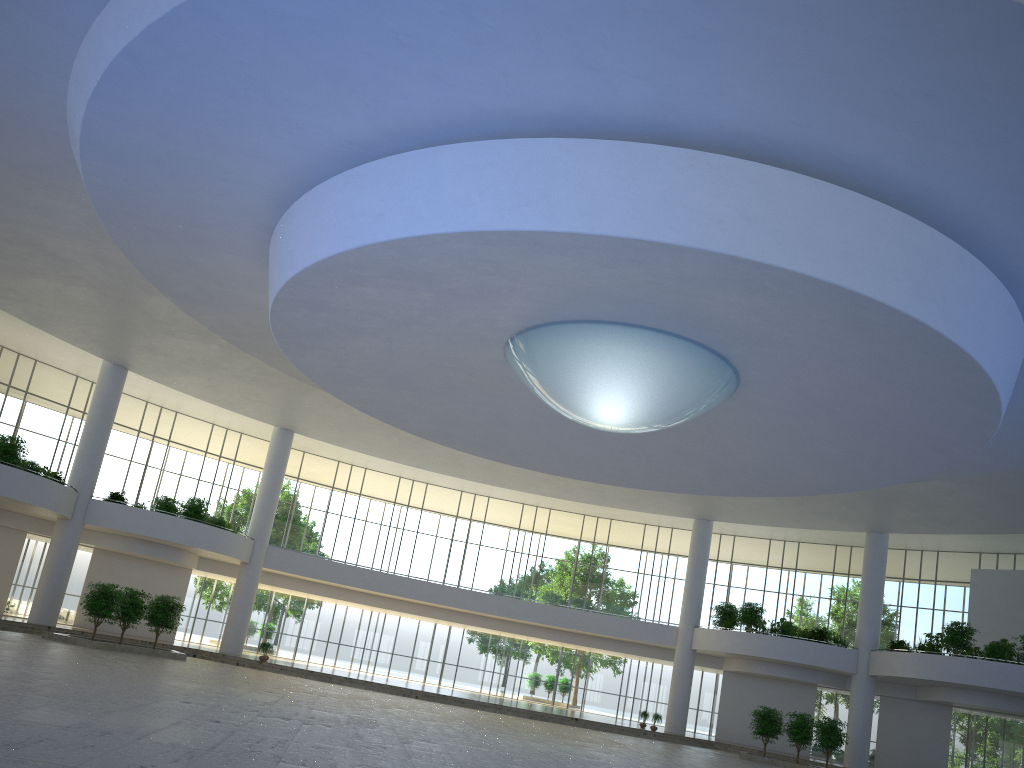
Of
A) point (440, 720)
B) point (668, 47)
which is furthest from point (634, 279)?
point (440, 720)
